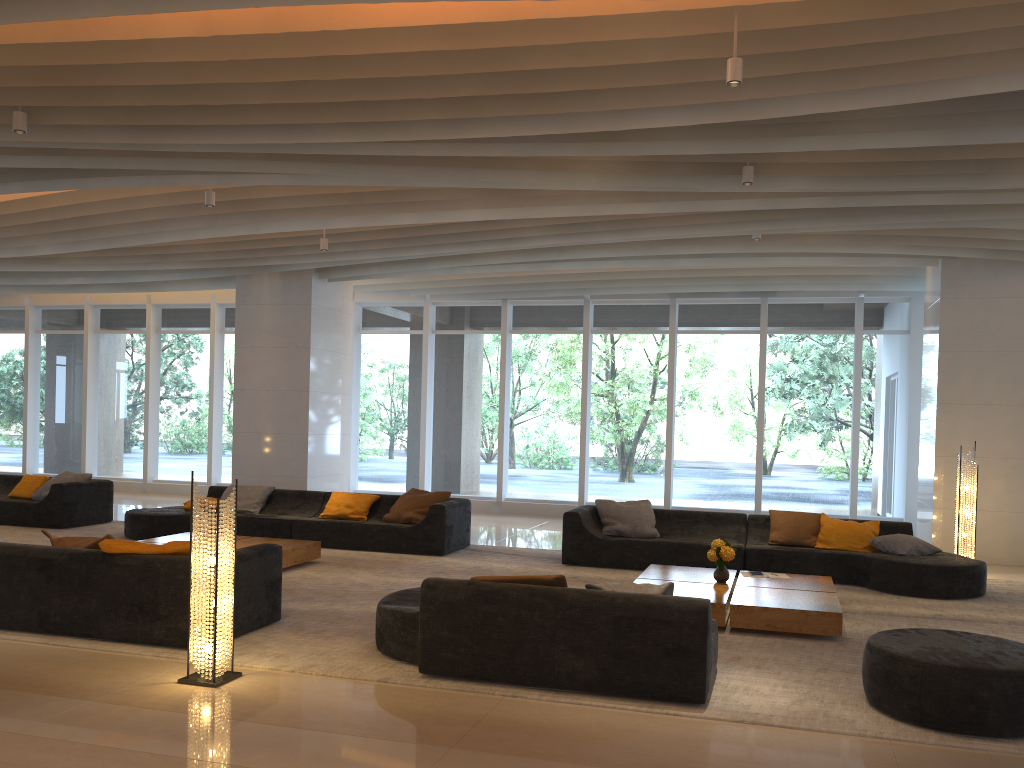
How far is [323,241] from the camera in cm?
1054

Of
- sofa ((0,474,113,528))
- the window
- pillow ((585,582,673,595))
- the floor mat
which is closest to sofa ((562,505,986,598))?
the floor mat

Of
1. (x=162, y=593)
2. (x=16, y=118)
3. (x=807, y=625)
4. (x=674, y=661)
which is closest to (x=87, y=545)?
(x=162, y=593)

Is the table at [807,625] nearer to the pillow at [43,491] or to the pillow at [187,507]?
the pillow at [187,507]

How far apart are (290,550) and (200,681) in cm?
367

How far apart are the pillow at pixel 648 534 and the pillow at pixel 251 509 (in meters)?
4.14

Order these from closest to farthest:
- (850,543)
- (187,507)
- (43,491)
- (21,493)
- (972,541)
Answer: (850,543), (972,541), (187,507), (43,491), (21,493)

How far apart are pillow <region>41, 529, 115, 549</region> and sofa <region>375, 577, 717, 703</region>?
2.0m

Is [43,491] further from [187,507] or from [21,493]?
[187,507]

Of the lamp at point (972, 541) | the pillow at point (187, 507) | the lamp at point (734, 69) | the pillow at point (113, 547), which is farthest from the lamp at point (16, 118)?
the lamp at point (972, 541)
